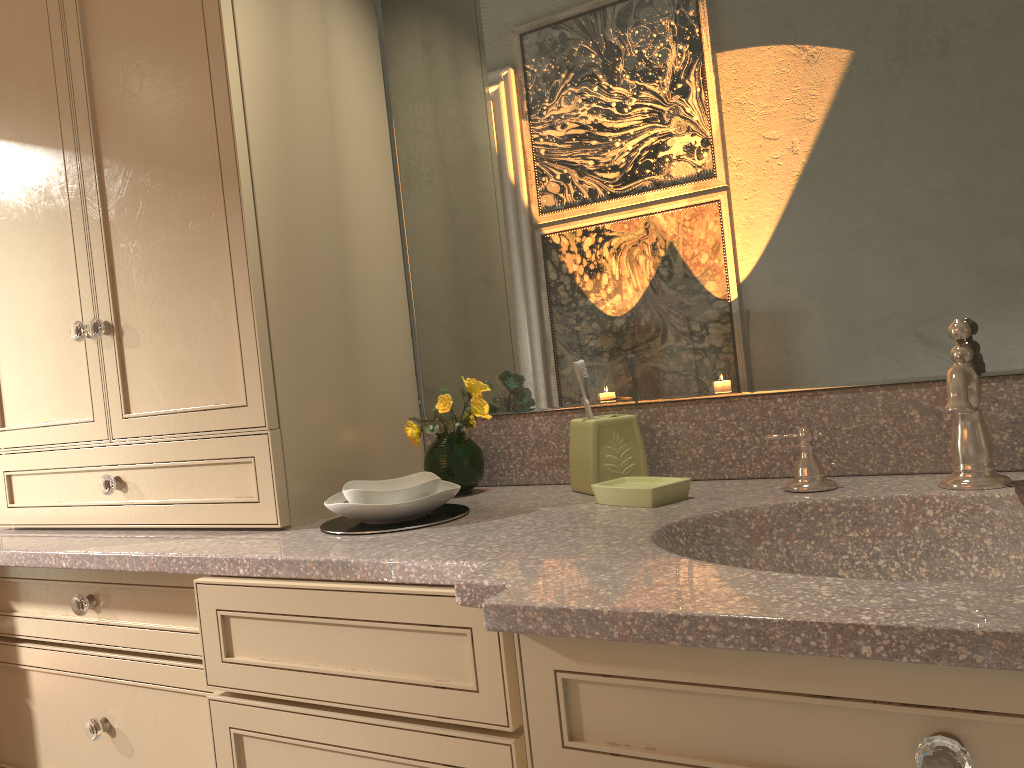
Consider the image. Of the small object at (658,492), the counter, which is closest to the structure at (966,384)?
the counter

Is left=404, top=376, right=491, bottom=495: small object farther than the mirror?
Yes

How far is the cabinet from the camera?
0.8 meters

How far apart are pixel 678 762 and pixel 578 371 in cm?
72

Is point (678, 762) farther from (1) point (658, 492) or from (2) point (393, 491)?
(2) point (393, 491)

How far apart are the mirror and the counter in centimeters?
1cm

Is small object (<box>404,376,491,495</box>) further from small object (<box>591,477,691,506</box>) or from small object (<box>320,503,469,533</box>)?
small object (<box>591,477,691,506</box>)

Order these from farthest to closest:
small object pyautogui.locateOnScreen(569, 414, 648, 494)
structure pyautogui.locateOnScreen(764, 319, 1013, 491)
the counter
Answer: small object pyautogui.locateOnScreen(569, 414, 648, 494) → structure pyautogui.locateOnScreen(764, 319, 1013, 491) → the counter

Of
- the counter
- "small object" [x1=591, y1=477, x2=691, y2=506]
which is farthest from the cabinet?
"small object" [x1=591, y1=477, x2=691, y2=506]

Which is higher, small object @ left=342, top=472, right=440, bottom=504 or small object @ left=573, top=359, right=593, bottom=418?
small object @ left=573, top=359, right=593, bottom=418
